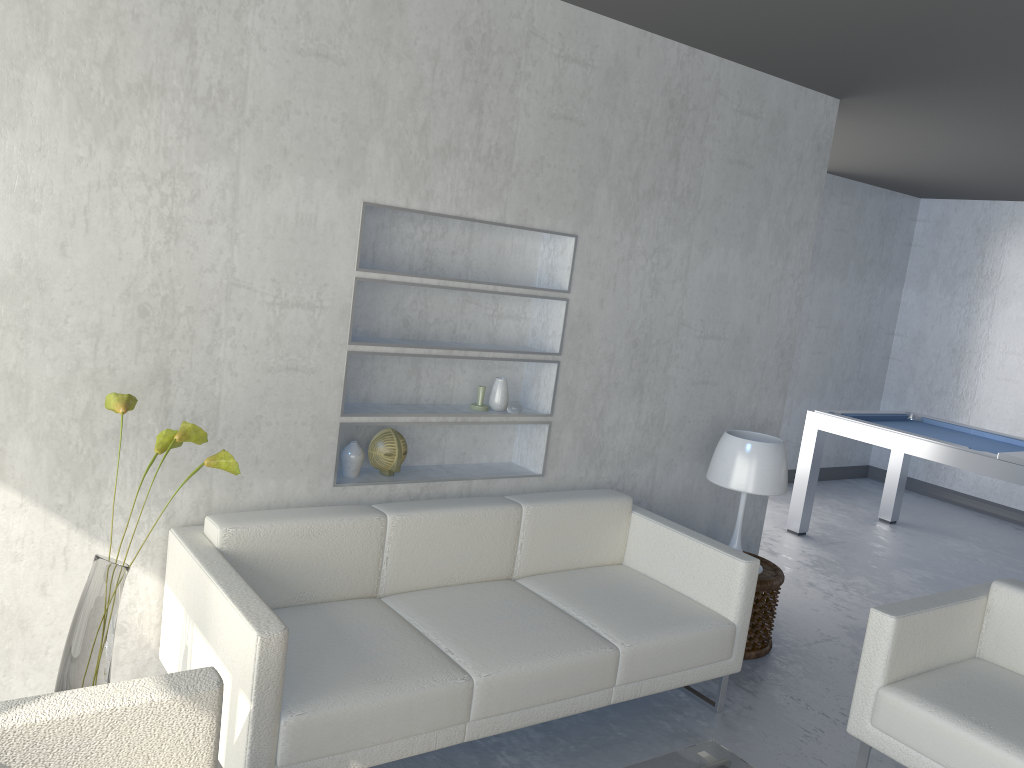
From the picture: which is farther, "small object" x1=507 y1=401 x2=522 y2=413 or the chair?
"small object" x1=507 y1=401 x2=522 y2=413

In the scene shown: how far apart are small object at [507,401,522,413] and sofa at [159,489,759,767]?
0.35m

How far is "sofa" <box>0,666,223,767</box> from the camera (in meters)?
1.68

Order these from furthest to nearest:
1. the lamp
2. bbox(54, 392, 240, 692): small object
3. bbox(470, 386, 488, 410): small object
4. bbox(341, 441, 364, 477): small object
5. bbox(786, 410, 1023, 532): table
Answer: bbox(786, 410, 1023, 532): table
the lamp
bbox(470, 386, 488, 410): small object
bbox(341, 441, 364, 477): small object
bbox(54, 392, 240, 692): small object

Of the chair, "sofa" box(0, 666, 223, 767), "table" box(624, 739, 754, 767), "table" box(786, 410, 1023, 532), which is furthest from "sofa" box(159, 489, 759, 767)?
"table" box(786, 410, 1023, 532)

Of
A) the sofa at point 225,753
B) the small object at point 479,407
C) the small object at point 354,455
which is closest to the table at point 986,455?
the sofa at point 225,753

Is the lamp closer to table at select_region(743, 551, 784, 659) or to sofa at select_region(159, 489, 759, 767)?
table at select_region(743, 551, 784, 659)

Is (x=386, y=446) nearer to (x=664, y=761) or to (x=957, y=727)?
(x=664, y=761)

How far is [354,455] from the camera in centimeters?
321cm

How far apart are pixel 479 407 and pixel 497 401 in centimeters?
8cm
